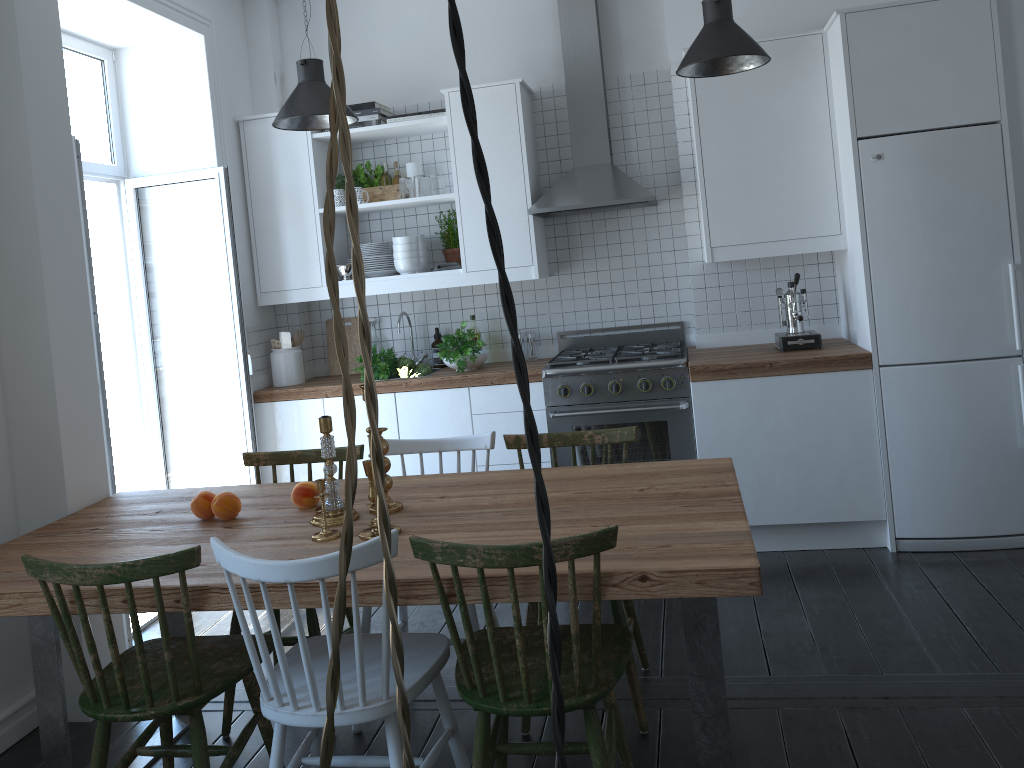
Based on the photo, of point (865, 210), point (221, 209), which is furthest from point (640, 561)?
point (221, 209)

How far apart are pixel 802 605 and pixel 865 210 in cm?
167

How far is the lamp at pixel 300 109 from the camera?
3.7 meters

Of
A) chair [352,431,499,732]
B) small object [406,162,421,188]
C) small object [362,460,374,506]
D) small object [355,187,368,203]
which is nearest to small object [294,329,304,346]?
small object [355,187,368,203]

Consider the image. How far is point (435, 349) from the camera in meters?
5.0 m

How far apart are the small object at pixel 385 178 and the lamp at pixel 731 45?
1.84m

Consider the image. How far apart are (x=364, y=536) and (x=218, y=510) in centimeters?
61cm

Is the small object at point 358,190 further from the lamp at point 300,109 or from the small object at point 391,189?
the lamp at point 300,109

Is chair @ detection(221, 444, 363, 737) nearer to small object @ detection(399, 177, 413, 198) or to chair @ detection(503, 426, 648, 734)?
chair @ detection(503, 426, 648, 734)

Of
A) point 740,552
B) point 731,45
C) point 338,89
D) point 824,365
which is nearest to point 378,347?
point 824,365
